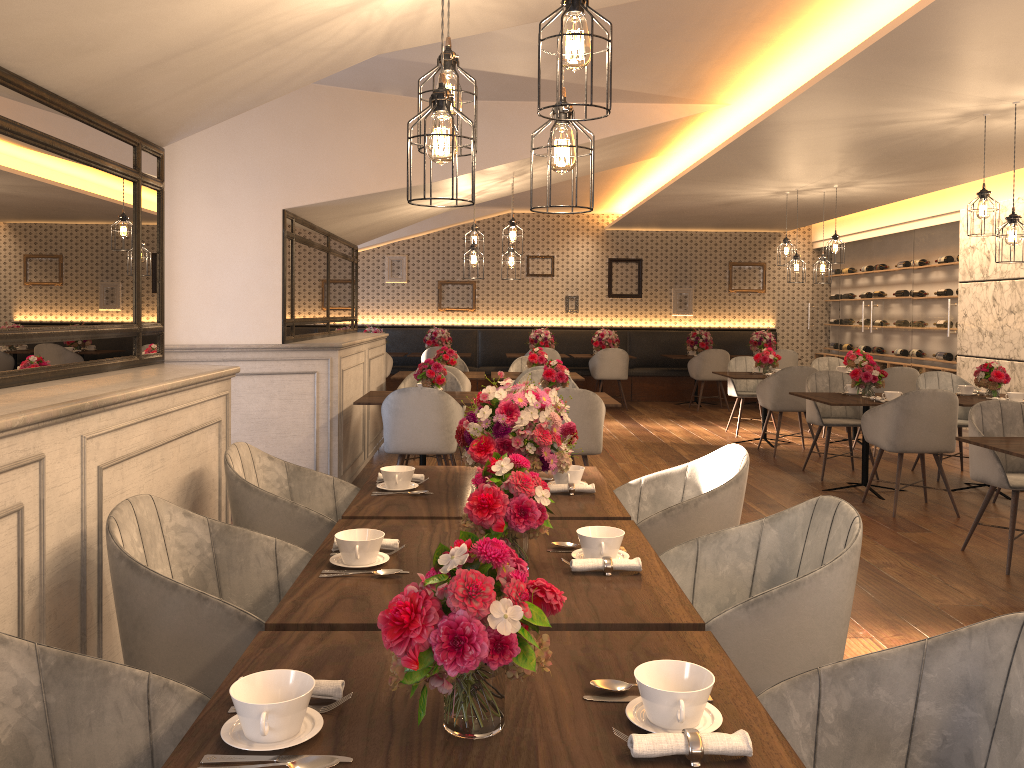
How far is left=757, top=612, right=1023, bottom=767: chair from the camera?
1.52m

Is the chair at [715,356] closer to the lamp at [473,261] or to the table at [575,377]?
the table at [575,377]

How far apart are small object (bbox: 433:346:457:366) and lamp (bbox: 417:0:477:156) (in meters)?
6.16

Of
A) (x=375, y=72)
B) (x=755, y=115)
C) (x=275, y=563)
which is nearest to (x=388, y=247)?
(x=755, y=115)

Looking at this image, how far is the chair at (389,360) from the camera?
12.29m

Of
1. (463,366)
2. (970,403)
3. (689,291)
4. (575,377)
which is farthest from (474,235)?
(689,291)

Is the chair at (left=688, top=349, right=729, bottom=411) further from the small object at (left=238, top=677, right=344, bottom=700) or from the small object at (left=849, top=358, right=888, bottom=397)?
the small object at (left=238, top=677, right=344, bottom=700)

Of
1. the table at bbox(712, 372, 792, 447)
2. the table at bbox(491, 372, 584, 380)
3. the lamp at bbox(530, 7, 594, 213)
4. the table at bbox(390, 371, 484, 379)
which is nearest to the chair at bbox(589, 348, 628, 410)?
the table at bbox(712, 372, 792, 447)

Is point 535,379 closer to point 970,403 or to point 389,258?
point 970,403

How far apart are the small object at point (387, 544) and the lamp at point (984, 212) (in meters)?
Answer: 4.88
